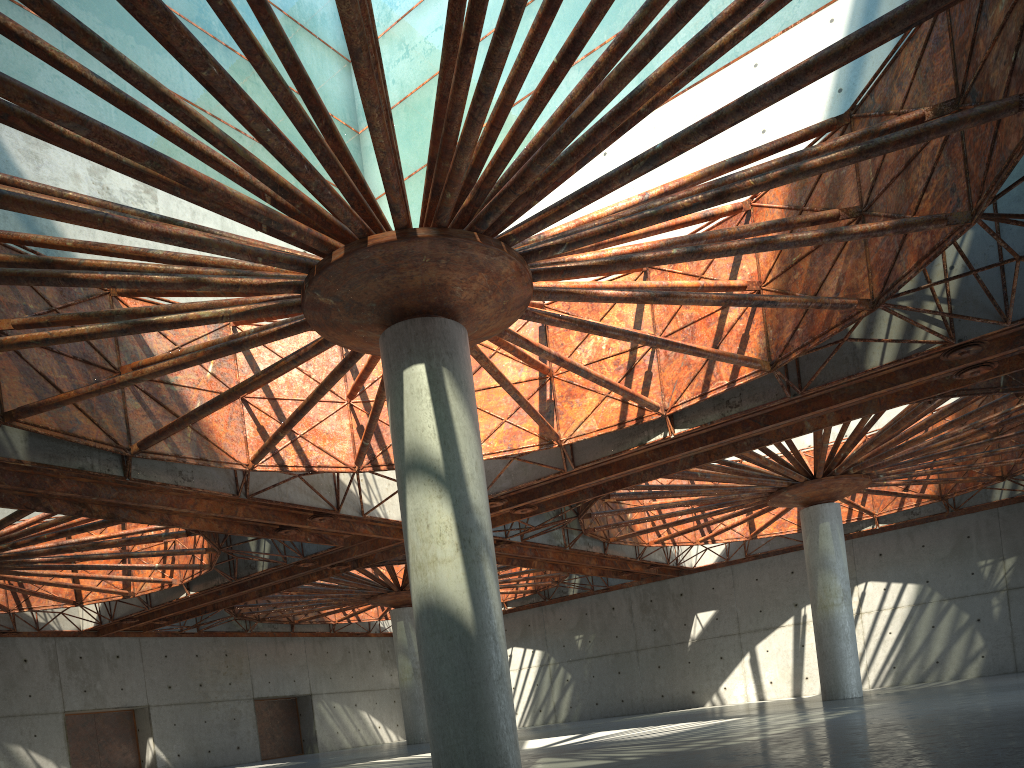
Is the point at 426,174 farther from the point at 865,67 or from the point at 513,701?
the point at 865,67

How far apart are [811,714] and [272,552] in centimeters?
2662cm
